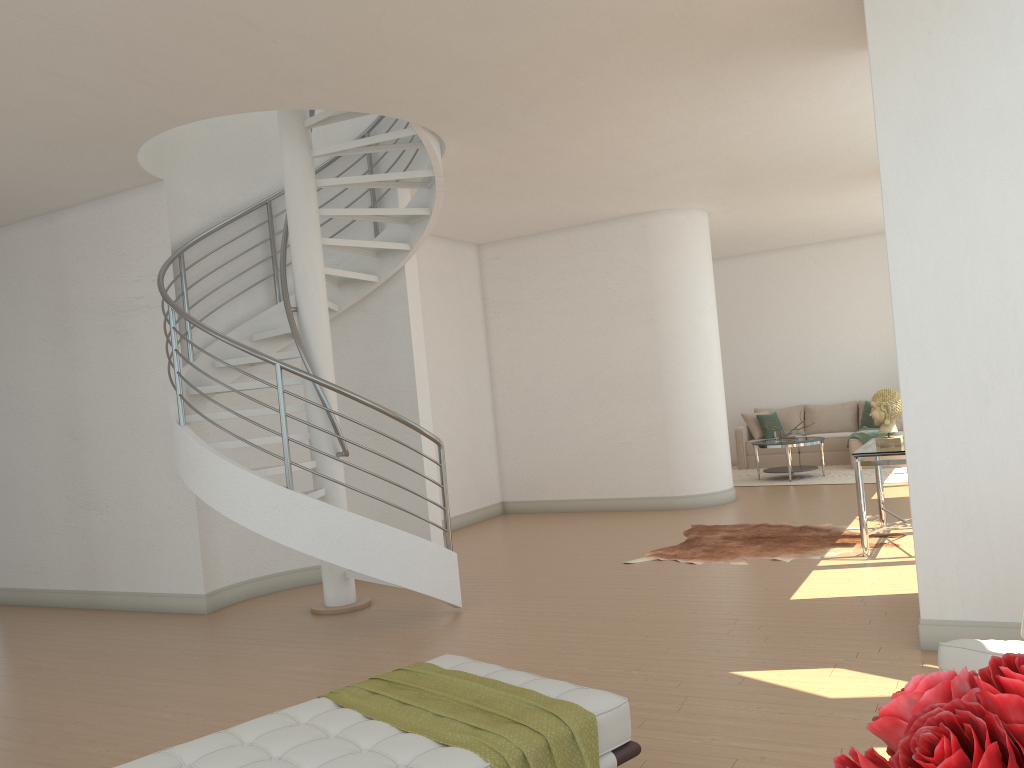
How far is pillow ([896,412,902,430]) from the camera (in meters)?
12.52

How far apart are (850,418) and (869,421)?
0.44m

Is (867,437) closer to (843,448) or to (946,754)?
(843,448)

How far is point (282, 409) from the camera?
5.6m

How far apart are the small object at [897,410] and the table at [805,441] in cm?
443

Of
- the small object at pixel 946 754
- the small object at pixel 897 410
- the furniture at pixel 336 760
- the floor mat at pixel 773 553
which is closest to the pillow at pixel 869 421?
the floor mat at pixel 773 553

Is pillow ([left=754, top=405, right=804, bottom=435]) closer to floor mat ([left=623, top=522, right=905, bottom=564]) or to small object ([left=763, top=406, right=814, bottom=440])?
small object ([left=763, top=406, right=814, bottom=440])

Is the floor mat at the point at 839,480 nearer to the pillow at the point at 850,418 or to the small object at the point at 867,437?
the small object at the point at 867,437

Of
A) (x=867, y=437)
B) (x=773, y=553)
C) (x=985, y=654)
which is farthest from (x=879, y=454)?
(x=867, y=437)

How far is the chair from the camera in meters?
2.8 m
